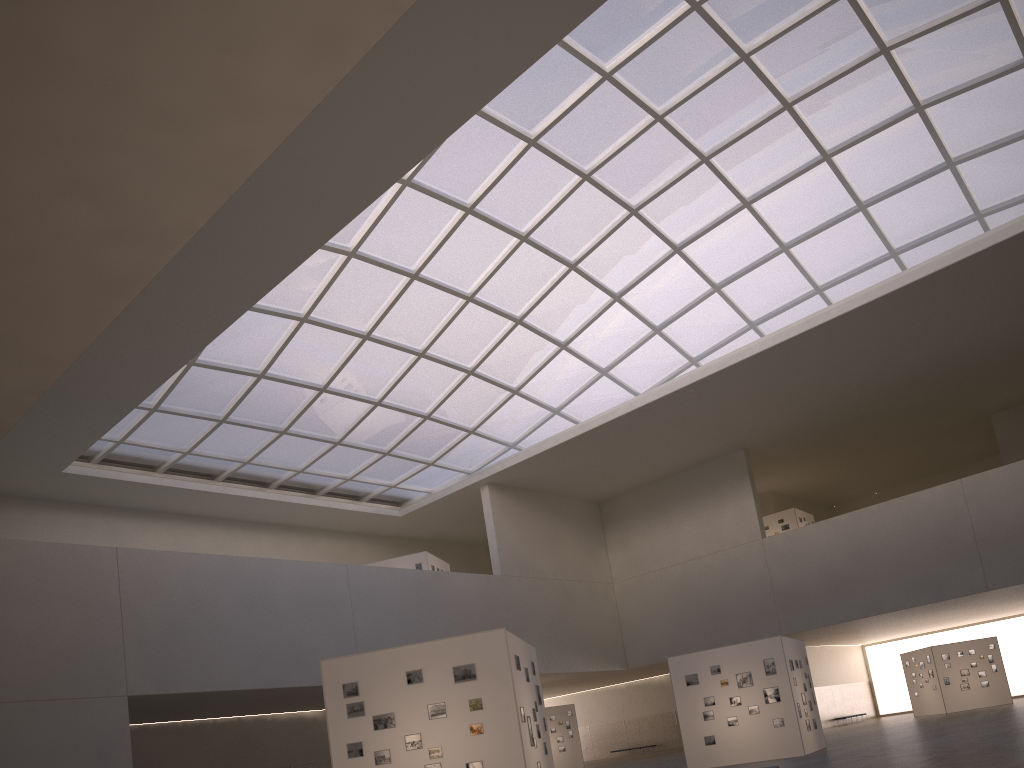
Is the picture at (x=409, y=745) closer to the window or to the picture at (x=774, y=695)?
the picture at (x=774, y=695)

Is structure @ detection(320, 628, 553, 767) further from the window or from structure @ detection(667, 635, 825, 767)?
the window

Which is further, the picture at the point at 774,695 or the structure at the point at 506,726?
the picture at the point at 774,695

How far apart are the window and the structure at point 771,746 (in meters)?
17.90

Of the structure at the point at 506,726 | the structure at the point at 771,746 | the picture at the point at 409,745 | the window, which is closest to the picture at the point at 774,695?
the structure at the point at 771,746

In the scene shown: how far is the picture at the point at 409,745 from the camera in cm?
1882

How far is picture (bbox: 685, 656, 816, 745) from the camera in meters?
31.2

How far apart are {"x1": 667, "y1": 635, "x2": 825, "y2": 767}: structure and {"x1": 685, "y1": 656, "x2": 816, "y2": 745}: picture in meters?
0.2 m

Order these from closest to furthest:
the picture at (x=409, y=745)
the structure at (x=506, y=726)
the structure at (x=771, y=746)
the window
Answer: the structure at (x=506, y=726) < the picture at (x=409, y=745) < the structure at (x=771, y=746) < the window

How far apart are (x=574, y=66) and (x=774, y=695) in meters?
26.0 m
